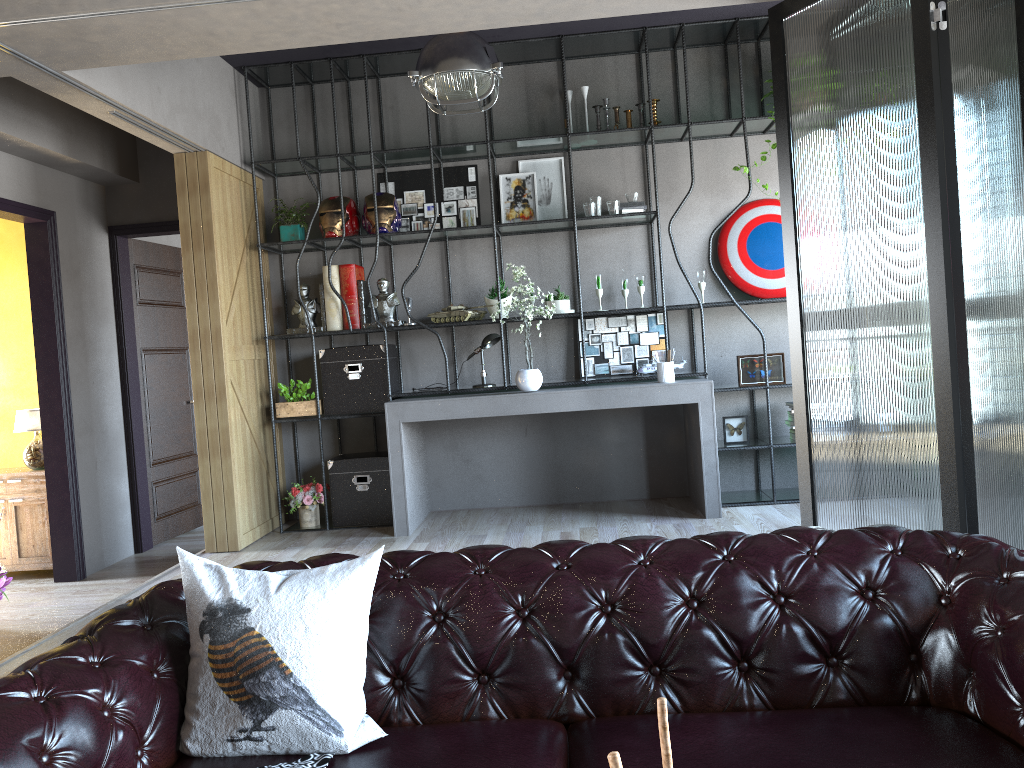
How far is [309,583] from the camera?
2.1 meters

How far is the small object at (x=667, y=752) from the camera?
0.81m

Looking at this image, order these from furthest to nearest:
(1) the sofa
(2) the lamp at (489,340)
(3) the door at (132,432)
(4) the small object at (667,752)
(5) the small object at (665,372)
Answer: (3) the door at (132,432) < (2) the lamp at (489,340) < (5) the small object at (665,372) < (1) the sofa < (4) the small object at (667,752)

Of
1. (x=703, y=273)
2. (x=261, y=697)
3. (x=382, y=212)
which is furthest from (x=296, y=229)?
(x=261, y=697)

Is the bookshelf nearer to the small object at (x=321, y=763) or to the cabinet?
the cabinet

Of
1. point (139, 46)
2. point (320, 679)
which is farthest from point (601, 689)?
point (139, 46)

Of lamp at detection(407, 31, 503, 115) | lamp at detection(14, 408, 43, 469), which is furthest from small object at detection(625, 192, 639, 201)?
lamp at detection(14, 408, 43, 469)

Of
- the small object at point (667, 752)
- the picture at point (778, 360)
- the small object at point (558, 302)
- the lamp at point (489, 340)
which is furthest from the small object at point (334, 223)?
the small object at point (667, 752)

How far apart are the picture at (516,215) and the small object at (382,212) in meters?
0.8 m

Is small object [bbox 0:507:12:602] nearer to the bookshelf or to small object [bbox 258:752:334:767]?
small object [bbox 258:752:334:767]
